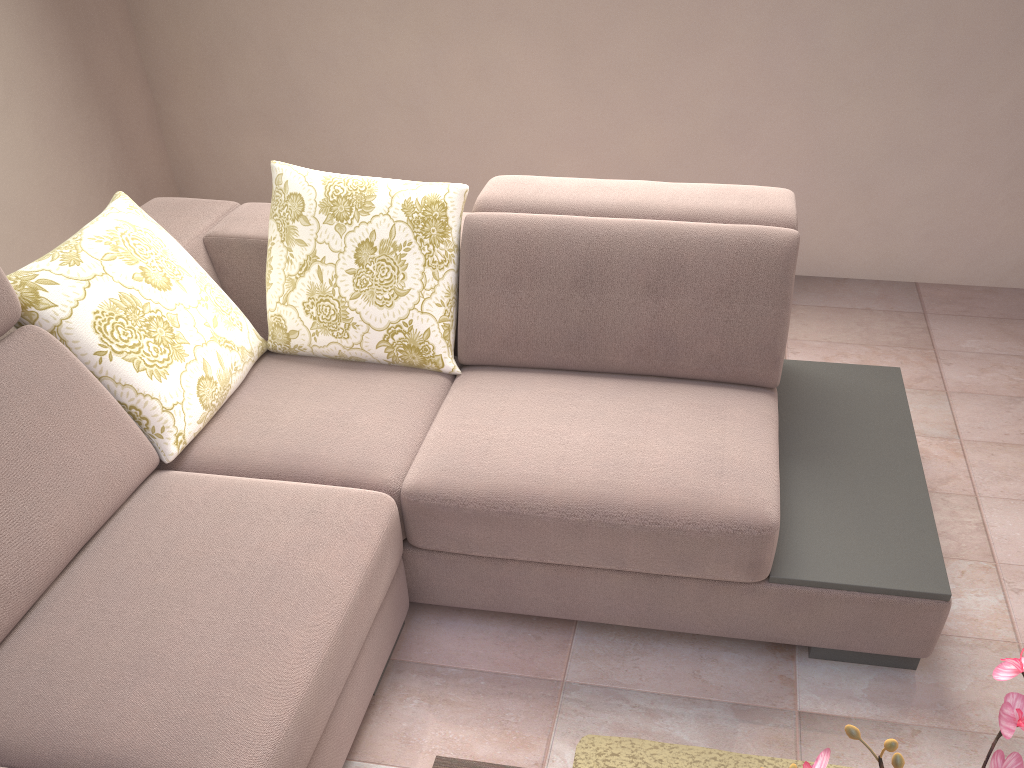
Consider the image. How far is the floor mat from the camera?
1.82m

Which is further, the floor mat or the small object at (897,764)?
the floor mat

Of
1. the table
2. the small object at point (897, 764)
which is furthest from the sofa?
the small object at point (897, 764)

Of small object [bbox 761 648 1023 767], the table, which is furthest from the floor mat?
small object [bbox 761 648 1023 767]

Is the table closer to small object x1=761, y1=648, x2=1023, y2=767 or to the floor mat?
the floor mat

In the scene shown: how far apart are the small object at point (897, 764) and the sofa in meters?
0.9

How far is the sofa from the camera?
1.53m

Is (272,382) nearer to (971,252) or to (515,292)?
(515,292)

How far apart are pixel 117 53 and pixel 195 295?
2.0 meters

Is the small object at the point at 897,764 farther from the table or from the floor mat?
the floor mat
